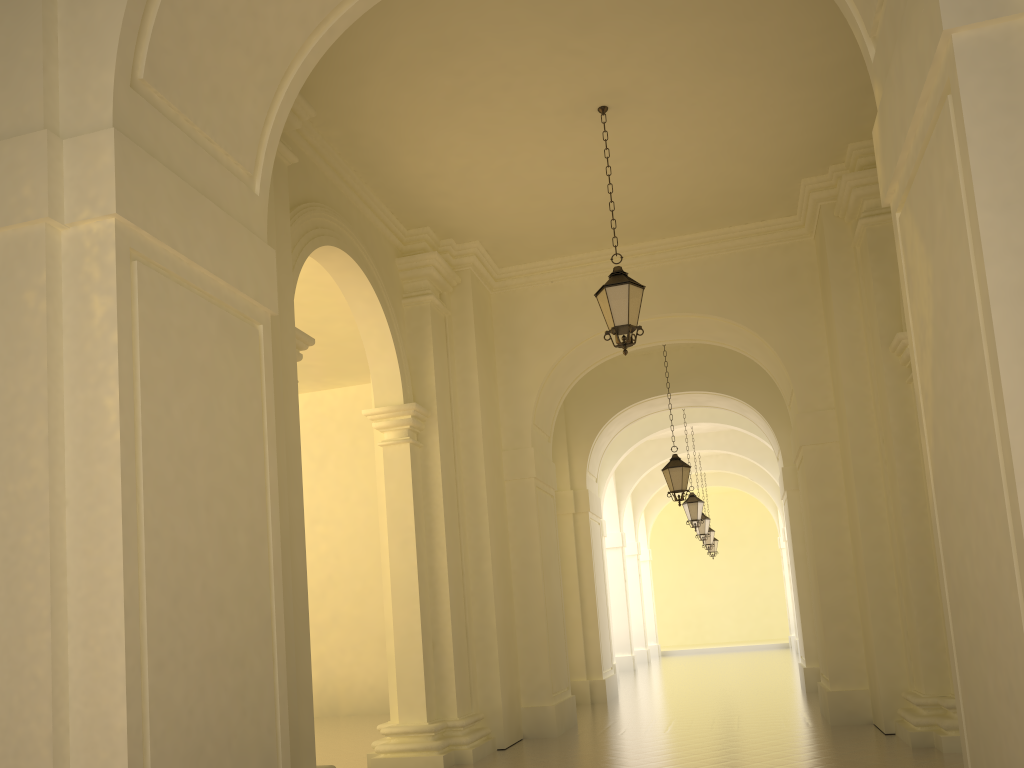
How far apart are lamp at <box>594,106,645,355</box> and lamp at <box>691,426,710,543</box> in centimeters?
1511cm

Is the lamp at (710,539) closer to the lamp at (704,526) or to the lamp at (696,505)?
the lamp at (704,526)

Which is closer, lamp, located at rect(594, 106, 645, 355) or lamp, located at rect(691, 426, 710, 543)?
lamp, located at rect(594, 106, 645, 355)

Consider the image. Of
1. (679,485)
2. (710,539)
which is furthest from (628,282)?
(710,539)

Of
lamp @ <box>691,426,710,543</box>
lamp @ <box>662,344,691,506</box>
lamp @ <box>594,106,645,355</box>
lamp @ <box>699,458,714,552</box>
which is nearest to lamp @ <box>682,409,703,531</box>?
lamp @ <box>691,426,710,543</box>

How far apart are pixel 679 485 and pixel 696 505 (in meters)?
5.00

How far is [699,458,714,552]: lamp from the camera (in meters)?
26.39

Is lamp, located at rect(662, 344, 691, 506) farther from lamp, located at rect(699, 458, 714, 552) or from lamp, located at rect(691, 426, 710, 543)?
lamp, located at rect(699, 458, 714, 552)

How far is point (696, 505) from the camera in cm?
1915

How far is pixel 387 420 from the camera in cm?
1060
